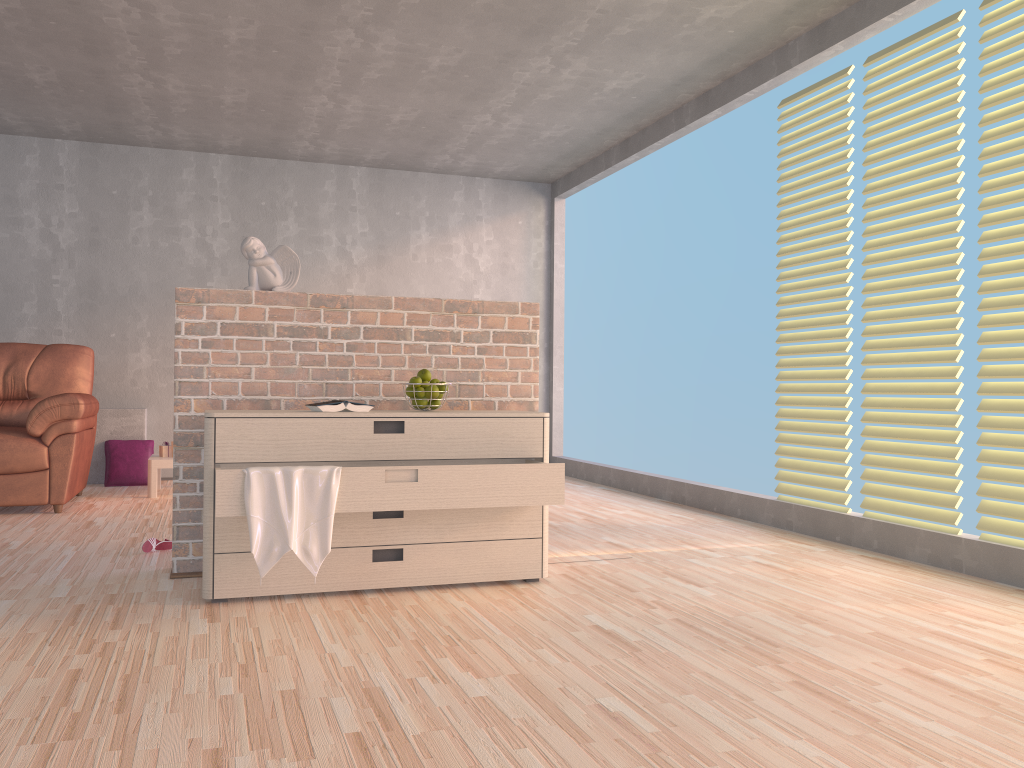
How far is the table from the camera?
5.5m

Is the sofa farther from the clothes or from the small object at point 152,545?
the clothes

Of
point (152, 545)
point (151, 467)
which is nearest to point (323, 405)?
point (152, 545)

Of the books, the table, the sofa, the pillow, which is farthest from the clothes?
the pillow

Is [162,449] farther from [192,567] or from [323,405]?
[323,405]

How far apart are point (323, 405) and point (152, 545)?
1.2m

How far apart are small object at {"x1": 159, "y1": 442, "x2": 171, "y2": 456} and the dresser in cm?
307

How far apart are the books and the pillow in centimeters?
368cm

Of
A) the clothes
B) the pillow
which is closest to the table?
the pillow

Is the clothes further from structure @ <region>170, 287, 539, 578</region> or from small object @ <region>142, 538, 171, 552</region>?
small object @ <region>142, 538, 171, 552</region>
